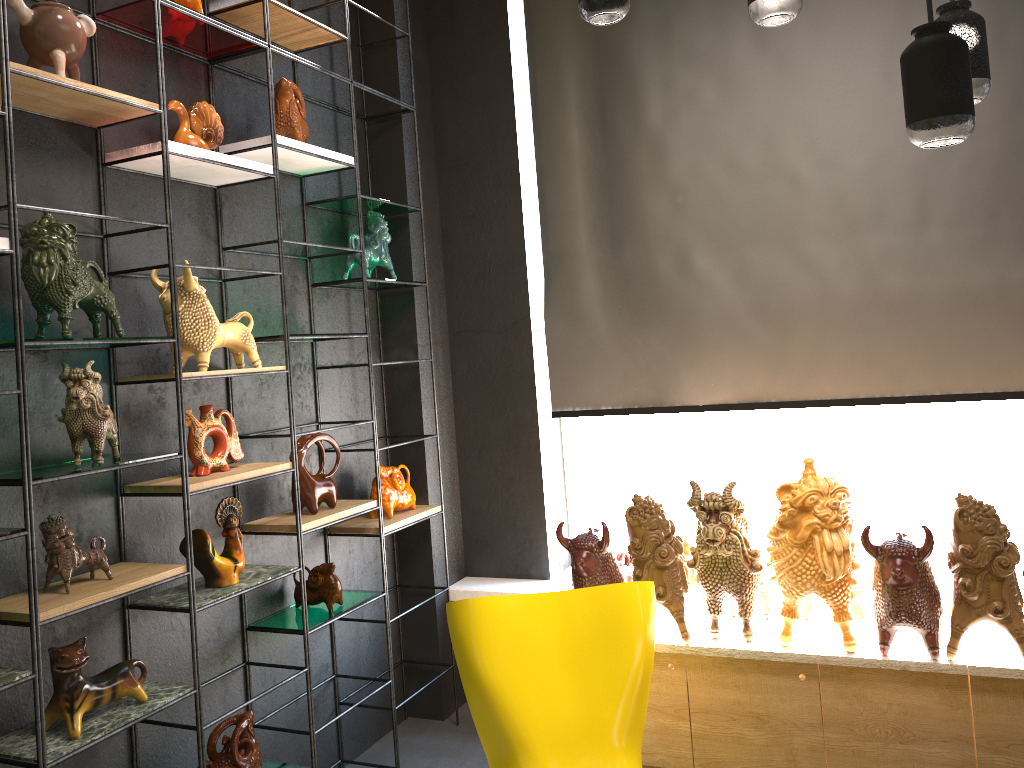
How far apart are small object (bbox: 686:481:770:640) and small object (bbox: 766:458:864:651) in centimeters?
4cm

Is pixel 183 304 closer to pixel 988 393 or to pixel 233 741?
pixel 233 741

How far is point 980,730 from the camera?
2.8m

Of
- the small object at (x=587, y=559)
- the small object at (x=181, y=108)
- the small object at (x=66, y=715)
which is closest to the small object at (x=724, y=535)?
the small object at (x=587, y=559)

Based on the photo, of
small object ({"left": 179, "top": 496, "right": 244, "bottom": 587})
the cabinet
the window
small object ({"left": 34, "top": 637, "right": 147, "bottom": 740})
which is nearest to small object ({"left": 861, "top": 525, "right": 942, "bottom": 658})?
the cabinet

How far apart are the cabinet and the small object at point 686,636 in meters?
0.0

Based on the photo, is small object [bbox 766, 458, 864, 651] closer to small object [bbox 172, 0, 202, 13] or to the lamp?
the lamp

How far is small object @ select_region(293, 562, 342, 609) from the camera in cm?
329

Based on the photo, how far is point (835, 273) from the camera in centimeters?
352cm

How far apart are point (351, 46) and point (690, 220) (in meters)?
1.70
